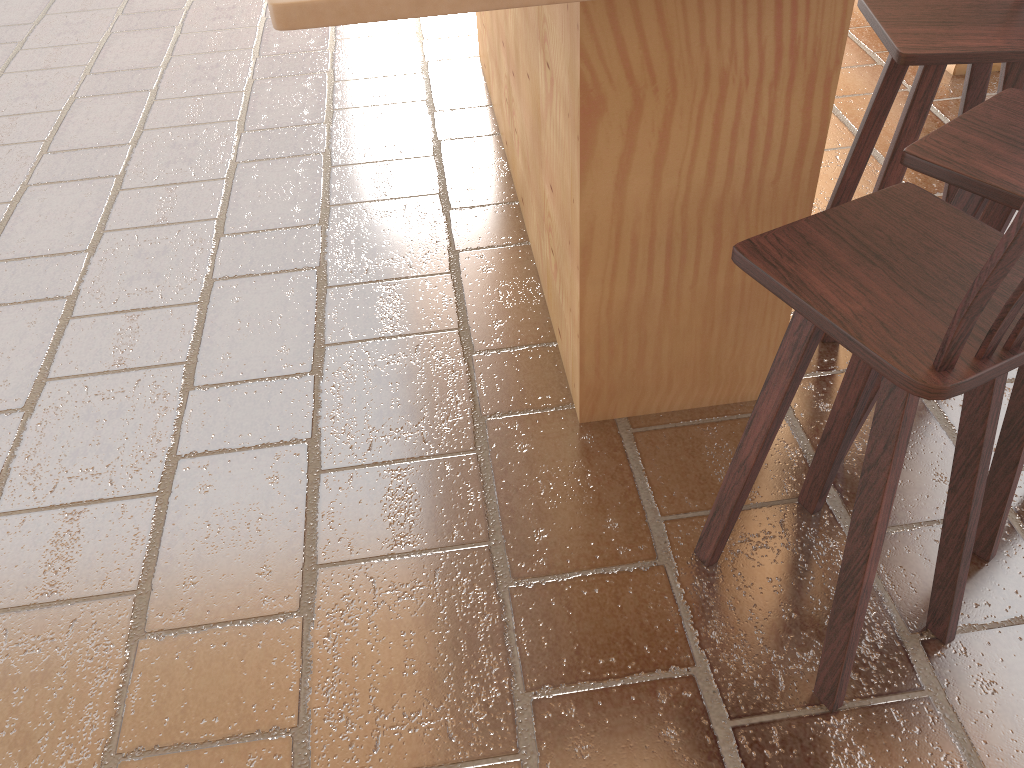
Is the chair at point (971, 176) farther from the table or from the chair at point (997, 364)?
the table

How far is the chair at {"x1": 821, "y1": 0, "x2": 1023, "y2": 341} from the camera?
2.0m

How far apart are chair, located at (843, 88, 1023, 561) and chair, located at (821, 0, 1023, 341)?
0.2 meters

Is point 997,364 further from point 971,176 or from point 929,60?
point 929,60

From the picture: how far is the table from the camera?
1.7m

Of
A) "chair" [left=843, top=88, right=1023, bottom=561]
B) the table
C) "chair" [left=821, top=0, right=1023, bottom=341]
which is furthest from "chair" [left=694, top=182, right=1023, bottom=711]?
"chair" [left=821, top=0, right=1023, bottom=341]

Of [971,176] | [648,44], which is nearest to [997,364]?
[971,176]

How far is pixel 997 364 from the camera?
1.2 meters

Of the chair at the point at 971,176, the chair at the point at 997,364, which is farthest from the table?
the chair at the point at 997,364

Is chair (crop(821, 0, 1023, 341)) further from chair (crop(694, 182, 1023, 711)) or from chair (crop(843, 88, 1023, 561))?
chair (crop(694, 182, 1023, 711))
